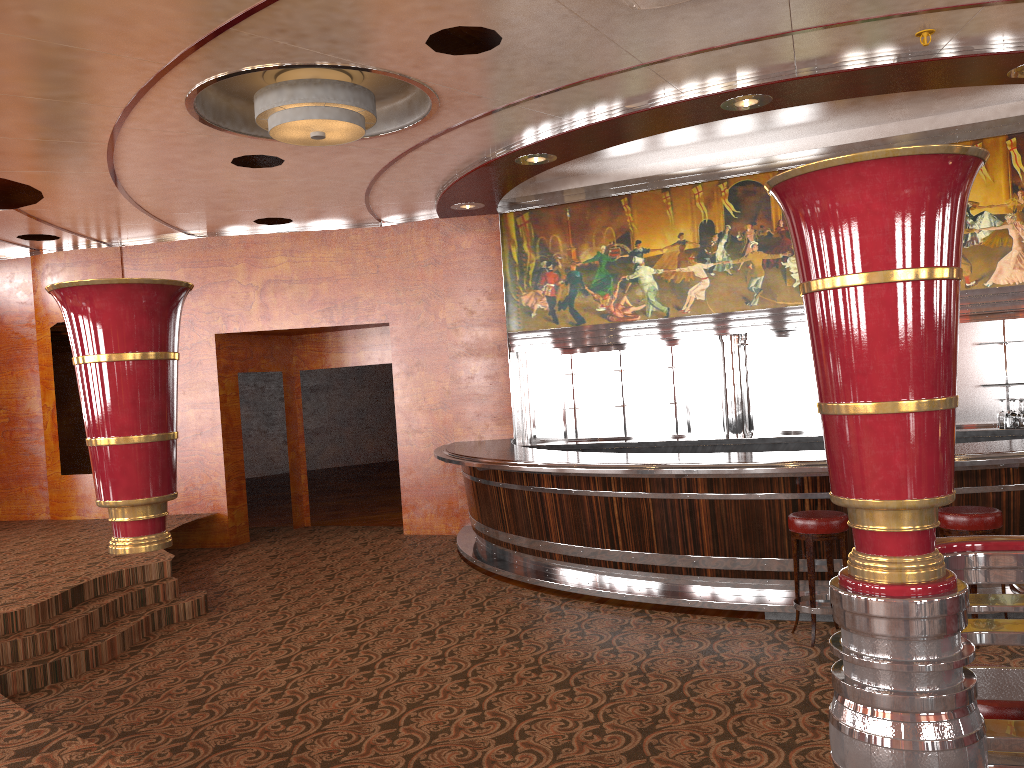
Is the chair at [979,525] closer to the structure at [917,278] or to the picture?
the structure at [917,278]

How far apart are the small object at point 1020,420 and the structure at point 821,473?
2.08m

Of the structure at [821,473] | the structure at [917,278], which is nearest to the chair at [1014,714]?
the structure at [917,278]

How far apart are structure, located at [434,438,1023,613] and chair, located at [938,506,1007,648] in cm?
29

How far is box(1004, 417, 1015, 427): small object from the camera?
7.8m

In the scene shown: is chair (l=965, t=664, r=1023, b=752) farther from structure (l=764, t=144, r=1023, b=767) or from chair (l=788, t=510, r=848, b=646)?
chair (l=788, t=510, r=848, b=646)

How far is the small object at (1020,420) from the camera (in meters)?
7.71

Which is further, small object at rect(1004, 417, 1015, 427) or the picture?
the picture

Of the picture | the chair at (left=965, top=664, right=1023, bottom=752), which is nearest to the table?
the chair at (left=965, top=664, right=1023, bottom=752)

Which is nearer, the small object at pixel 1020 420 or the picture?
the small object at pixel 1020 420
